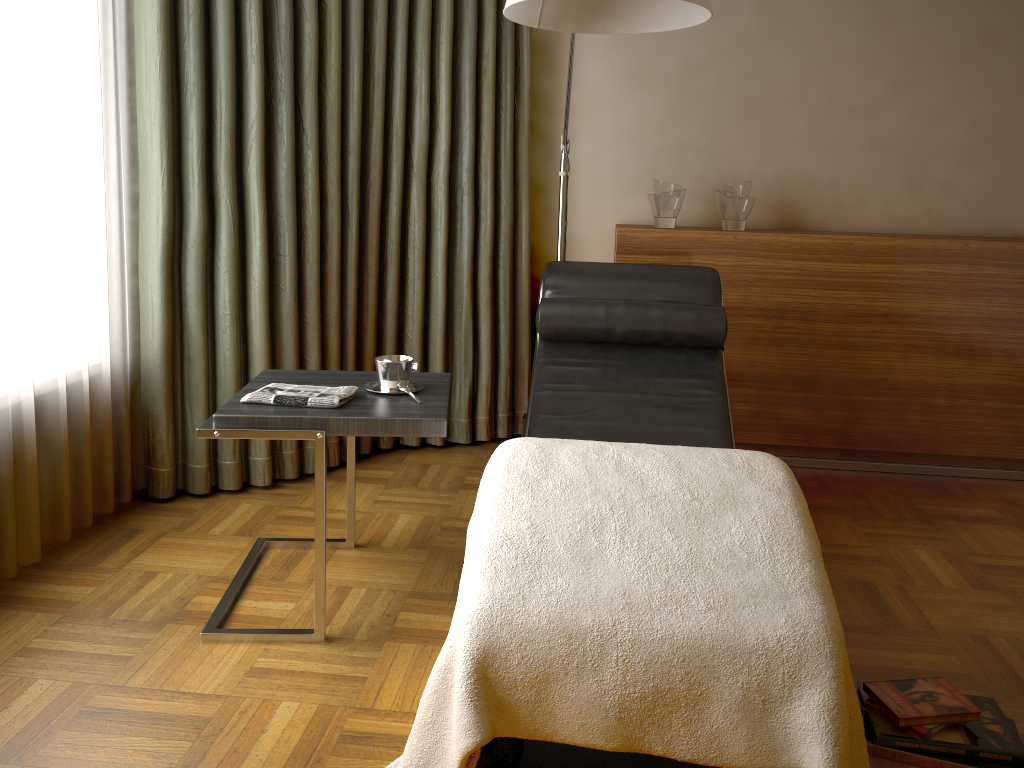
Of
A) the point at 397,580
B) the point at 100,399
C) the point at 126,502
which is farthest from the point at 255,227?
the point at 397,580

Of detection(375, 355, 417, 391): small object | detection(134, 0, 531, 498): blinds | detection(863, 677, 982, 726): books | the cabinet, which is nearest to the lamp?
the cabinet

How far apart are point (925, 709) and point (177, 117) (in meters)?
2.53

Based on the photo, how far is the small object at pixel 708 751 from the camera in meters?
1.4

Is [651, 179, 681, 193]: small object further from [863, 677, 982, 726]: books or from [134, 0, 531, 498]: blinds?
[863, 677, 982, 726]: books

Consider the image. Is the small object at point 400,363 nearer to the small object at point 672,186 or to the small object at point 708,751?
the small object at point 708,751

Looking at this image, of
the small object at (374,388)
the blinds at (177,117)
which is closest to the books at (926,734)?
the small object at (374,388)

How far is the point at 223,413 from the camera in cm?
197

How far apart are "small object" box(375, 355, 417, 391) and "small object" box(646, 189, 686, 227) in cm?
153

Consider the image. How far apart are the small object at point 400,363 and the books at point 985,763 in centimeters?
128cm
